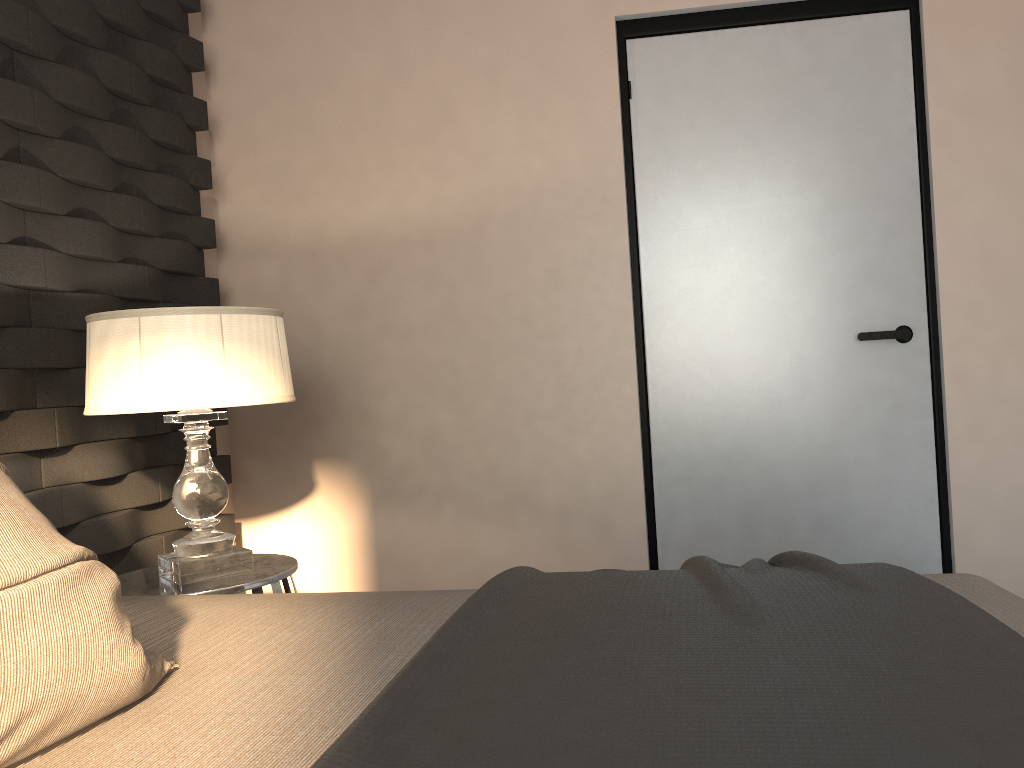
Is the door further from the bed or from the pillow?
the pillow

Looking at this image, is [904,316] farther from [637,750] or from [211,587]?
[637,750]

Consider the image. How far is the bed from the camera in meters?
0.8

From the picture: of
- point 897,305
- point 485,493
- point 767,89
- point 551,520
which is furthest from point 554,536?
point 767,89

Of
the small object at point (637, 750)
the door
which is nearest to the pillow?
the small object at point (637, 750)

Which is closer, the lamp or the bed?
the bed

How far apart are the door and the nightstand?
1.2m

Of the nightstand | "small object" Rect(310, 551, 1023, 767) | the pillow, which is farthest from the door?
the pillow

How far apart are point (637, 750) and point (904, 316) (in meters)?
2.51

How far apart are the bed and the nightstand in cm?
68
